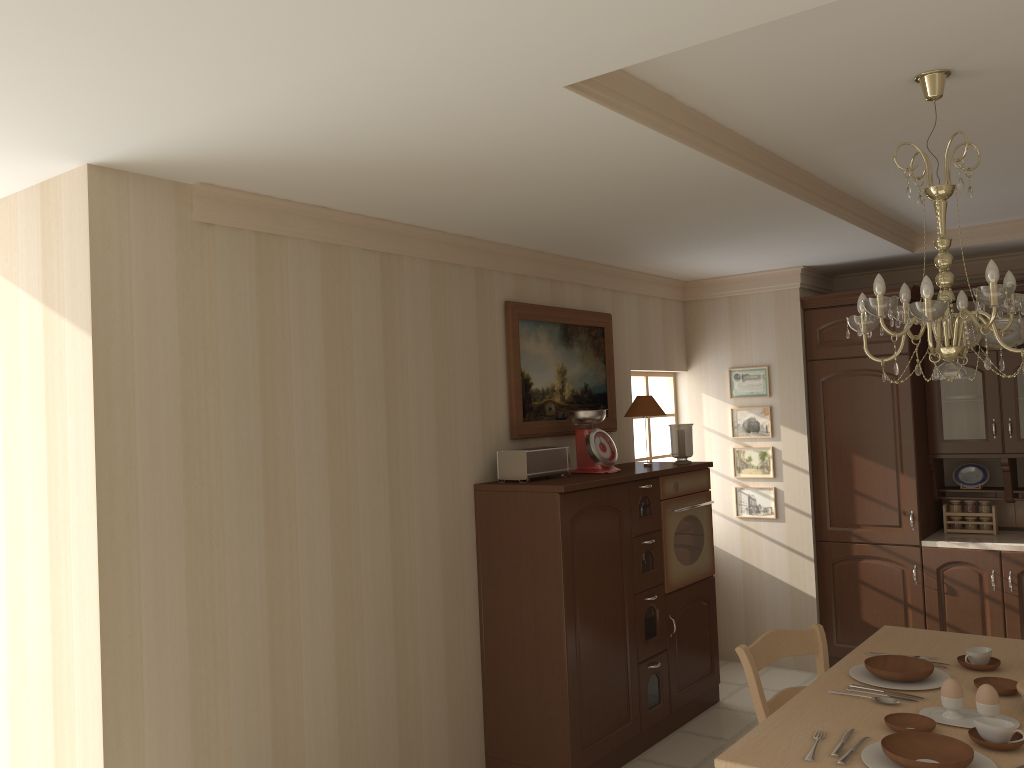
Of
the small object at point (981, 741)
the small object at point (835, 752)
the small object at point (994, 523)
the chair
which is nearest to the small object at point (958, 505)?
the small object at point (994, 523)

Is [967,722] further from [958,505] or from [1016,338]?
[1016,338]

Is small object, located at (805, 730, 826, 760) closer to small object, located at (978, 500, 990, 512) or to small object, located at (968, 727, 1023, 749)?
small object, located at (968, 727, 1023, 749)

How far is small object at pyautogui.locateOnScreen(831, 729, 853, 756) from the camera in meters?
2.2 m

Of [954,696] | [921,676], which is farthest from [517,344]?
[954,696]

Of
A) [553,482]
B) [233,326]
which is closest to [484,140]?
[233,326]

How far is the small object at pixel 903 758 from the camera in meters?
2.1 m

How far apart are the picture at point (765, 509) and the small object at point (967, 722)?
3.1 meters

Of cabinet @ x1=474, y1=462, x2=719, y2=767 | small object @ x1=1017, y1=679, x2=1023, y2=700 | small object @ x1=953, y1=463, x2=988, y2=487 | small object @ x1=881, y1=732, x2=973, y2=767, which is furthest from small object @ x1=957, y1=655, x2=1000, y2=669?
small object @ x1=953, y1=463, x2=988, y2=487

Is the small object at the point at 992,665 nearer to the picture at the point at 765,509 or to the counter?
the counter
